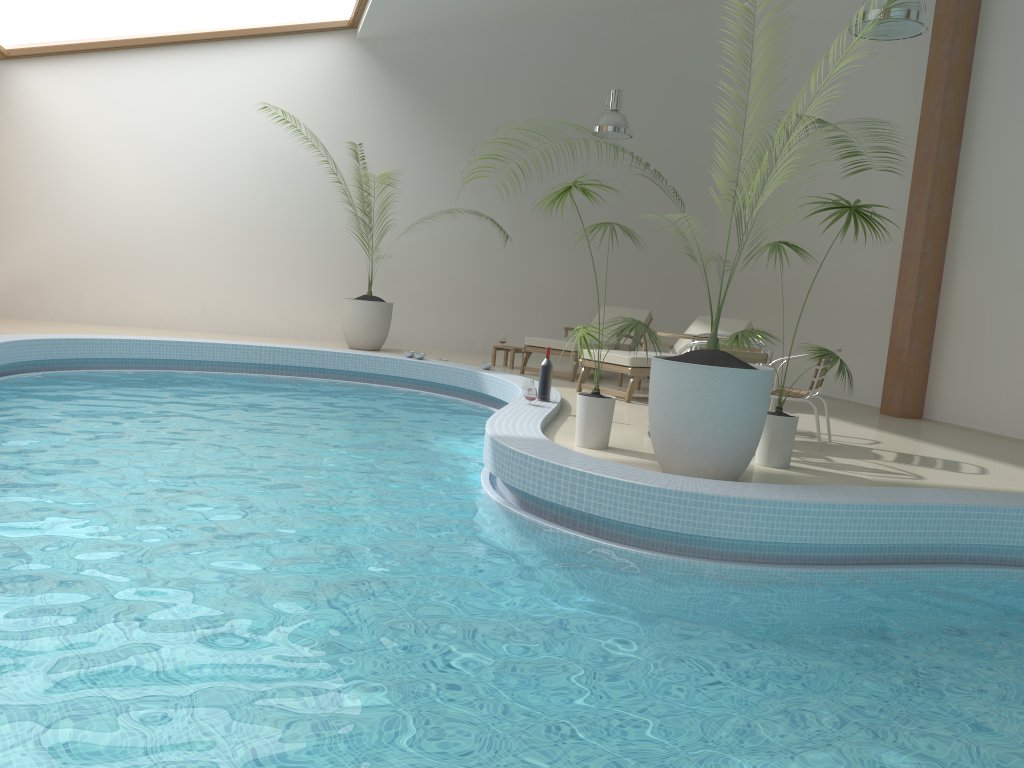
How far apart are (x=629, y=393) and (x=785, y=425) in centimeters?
293cm

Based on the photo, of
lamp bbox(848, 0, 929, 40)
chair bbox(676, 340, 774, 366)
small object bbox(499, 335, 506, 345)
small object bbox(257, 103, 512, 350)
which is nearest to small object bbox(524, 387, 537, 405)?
chair bbox(676, 340, 774, 366)

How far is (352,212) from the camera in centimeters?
1103cm

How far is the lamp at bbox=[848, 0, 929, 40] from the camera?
5.8 meters

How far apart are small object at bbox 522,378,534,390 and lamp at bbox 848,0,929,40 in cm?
358

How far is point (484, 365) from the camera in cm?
942

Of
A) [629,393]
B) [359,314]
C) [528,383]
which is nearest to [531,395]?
[528,383]

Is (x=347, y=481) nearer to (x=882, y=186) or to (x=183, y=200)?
(x=882, y=186)

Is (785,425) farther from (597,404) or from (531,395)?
(531,395)

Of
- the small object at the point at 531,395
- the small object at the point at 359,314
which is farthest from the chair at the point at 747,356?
the small object at the point at 359,314
